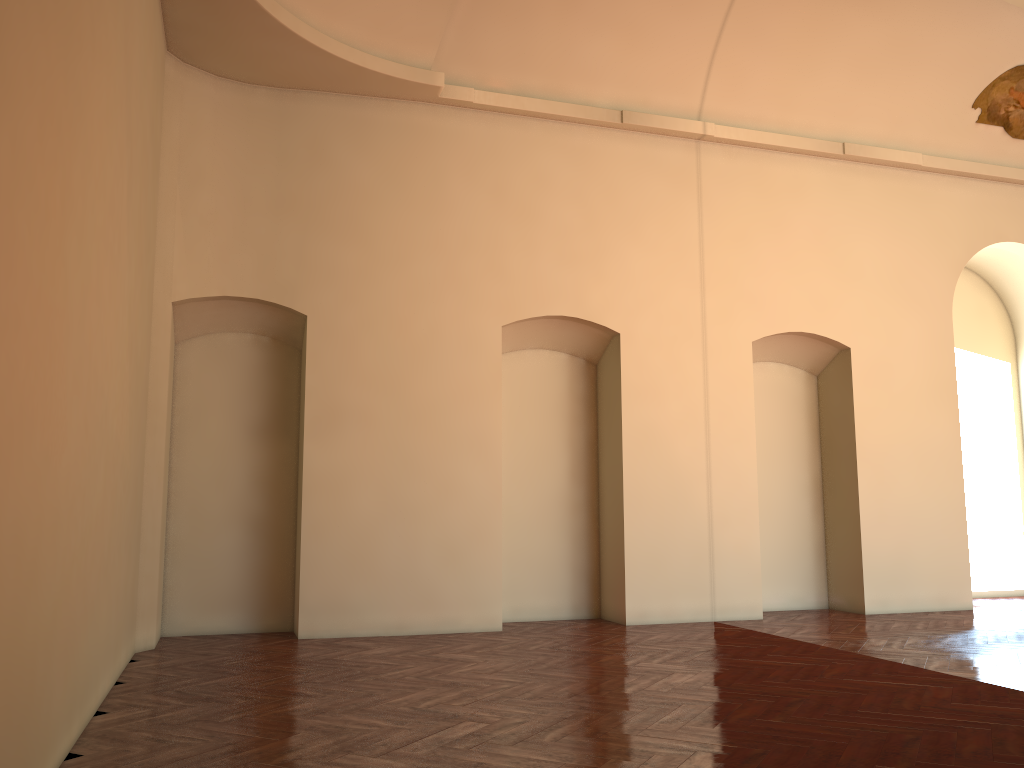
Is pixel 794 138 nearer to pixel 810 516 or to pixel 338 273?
pixel 810 516
